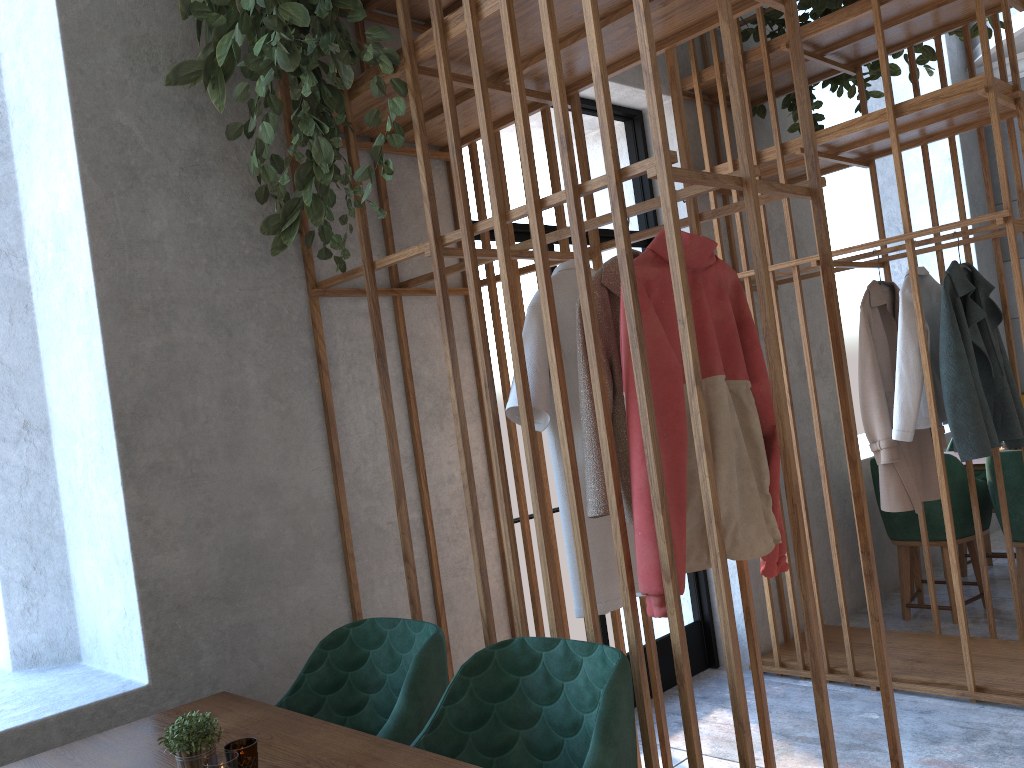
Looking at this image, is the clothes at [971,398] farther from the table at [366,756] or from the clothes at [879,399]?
the table at [366,756]

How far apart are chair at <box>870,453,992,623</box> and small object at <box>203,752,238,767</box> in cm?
380

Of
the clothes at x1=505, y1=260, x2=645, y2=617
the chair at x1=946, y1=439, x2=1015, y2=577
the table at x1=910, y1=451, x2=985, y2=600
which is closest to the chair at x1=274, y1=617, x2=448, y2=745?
the clothes at x1=505, y1=260, x2=645, y2=617

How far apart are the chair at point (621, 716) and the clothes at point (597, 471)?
0.29m

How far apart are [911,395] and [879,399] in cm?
14

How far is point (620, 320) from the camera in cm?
197

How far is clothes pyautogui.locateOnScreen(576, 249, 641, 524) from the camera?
2.02m

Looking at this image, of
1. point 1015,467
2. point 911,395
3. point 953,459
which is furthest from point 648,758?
point 953,459

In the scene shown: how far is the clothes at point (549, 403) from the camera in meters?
2.1 m

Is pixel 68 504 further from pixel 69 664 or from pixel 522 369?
pixel 522 369
